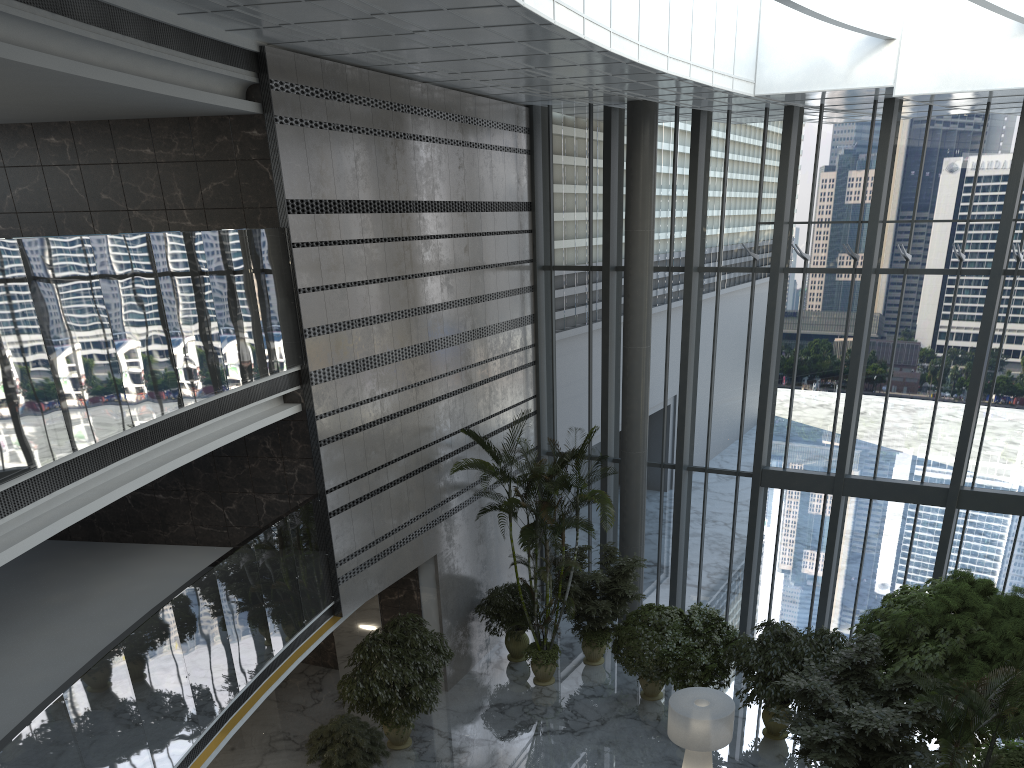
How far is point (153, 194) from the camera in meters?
10.4

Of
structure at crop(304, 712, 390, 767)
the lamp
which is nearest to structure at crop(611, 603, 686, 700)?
the lamp

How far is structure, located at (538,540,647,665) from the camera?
13.54m

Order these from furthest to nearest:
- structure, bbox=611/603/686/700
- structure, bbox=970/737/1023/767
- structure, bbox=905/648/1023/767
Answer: structure, bbox=611/603/686/700 < structure, bbox=970/737/1023/767 < structure, bbox=905/648/1023/767

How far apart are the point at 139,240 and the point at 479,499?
8.2 meters

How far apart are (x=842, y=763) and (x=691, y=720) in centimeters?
164cm

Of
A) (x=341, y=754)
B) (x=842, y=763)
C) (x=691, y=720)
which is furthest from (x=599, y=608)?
(x=842, y=763)

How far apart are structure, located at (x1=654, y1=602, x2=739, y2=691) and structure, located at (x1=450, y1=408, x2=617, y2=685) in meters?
1.8

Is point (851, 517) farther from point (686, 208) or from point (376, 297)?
point (376, 297)

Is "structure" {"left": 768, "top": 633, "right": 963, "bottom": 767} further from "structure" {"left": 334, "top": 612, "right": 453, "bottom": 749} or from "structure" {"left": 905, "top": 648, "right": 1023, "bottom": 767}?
"structure" {"left": 334, "top": 612, "right": 453, "bottom": 749}
